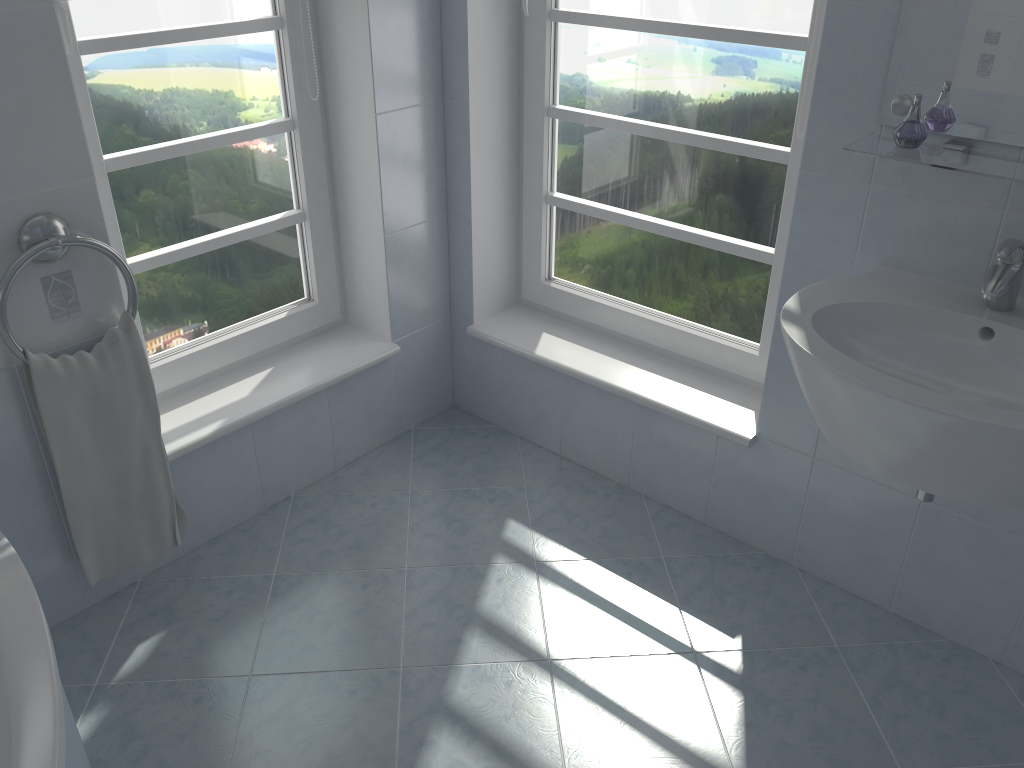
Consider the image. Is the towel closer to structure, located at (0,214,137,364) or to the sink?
structure, located at (0,214,137,364)

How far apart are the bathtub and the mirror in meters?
1.8 m

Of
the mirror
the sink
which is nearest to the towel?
the sink

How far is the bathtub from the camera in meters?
1.3 m

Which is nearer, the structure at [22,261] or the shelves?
the shelves

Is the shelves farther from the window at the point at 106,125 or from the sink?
the window at the point at 106,125

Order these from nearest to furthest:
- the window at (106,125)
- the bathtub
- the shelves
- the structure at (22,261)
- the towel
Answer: the bathtub, the shelves, the structure at (22,261), the towel, the window at (106,125)

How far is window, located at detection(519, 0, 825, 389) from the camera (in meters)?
2.10

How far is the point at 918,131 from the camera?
1.6m

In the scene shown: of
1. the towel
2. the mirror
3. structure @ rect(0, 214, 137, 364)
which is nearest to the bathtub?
the towel
